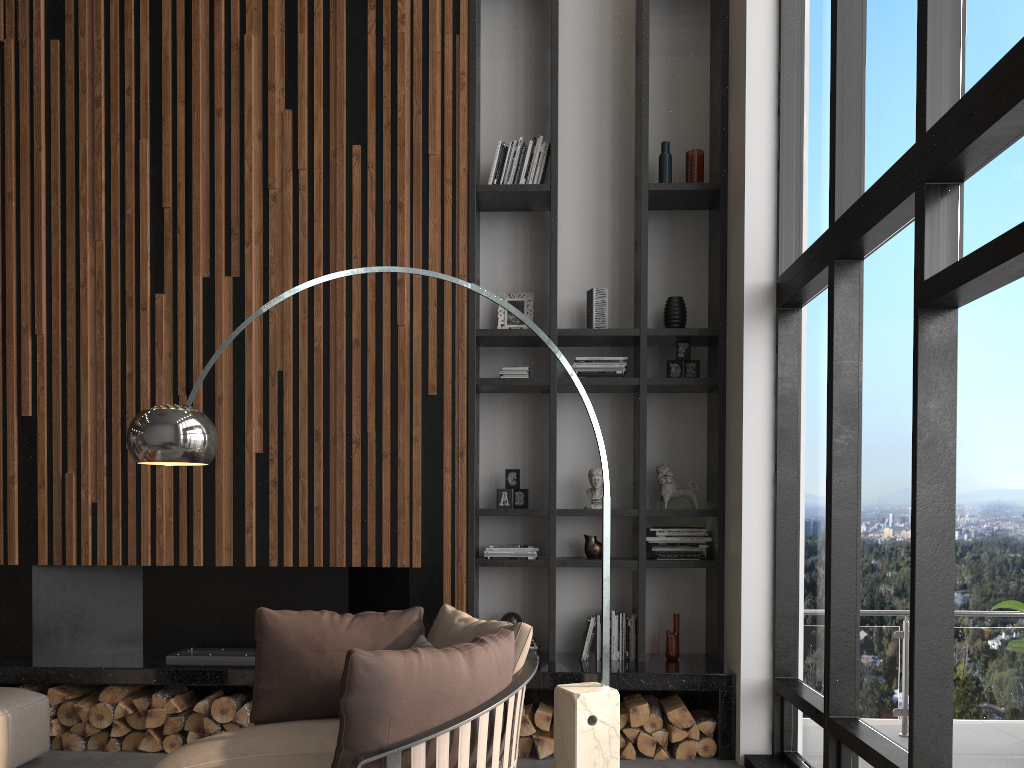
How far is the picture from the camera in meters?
5.3

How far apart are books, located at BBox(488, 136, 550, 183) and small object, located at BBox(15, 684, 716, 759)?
2.96m

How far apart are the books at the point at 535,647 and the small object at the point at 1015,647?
2.5m

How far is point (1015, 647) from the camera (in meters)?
4.49

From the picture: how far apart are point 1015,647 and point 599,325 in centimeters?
275cm

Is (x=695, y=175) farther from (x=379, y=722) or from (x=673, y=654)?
(x=379, y=722)

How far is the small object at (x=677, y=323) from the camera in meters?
5.2 m

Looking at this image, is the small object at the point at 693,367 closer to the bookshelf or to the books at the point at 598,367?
the bookshelf

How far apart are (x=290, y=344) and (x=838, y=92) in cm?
308

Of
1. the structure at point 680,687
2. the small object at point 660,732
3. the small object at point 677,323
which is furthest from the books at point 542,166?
the small object at point 660,732
